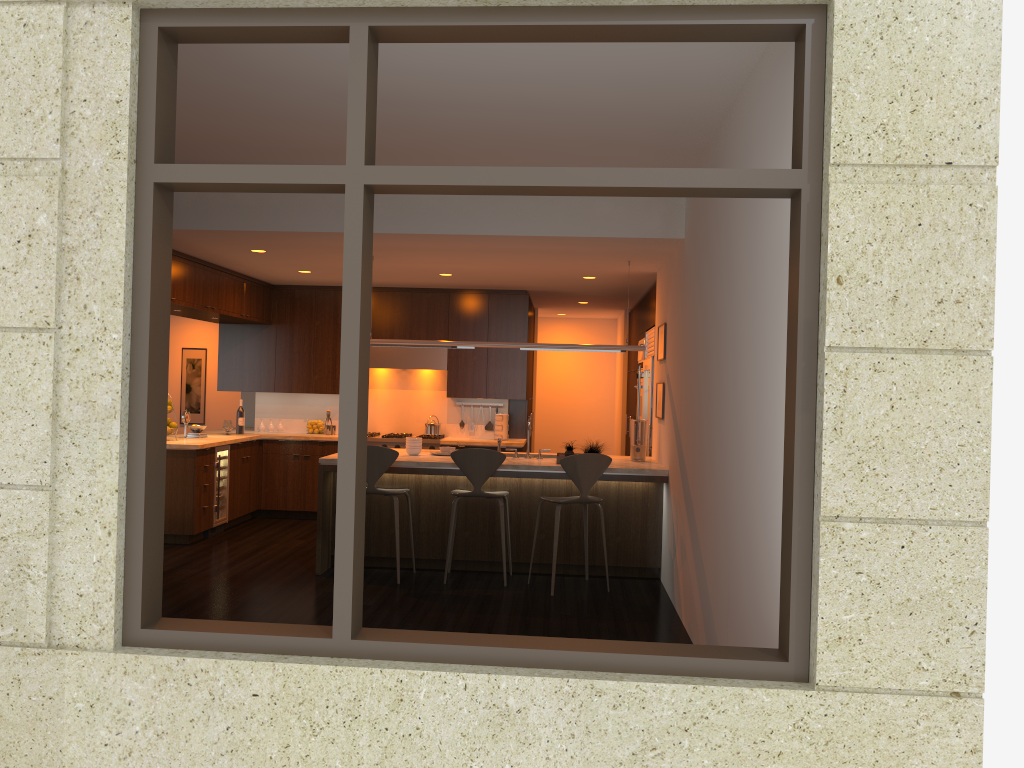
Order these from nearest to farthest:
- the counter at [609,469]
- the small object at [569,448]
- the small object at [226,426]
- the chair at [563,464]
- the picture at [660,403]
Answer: the chair at [563,464]
the counter at [609,469]
the small object at [569,448]
the picture at [660,403]
the small object at [226,426]

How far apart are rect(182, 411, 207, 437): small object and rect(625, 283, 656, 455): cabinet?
4.6m

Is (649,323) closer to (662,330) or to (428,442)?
(662,330)

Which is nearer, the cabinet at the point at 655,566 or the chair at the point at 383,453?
the chair at the point at 383,453

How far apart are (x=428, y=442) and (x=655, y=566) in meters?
3.3

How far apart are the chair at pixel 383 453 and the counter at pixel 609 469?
0.2m

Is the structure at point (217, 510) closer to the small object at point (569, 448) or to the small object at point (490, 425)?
the small object at point (490, 425)

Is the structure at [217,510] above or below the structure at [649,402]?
below

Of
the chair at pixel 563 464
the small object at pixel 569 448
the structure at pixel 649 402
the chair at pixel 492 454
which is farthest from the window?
the structure at pixel 649 402

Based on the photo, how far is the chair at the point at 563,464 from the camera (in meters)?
6.46
